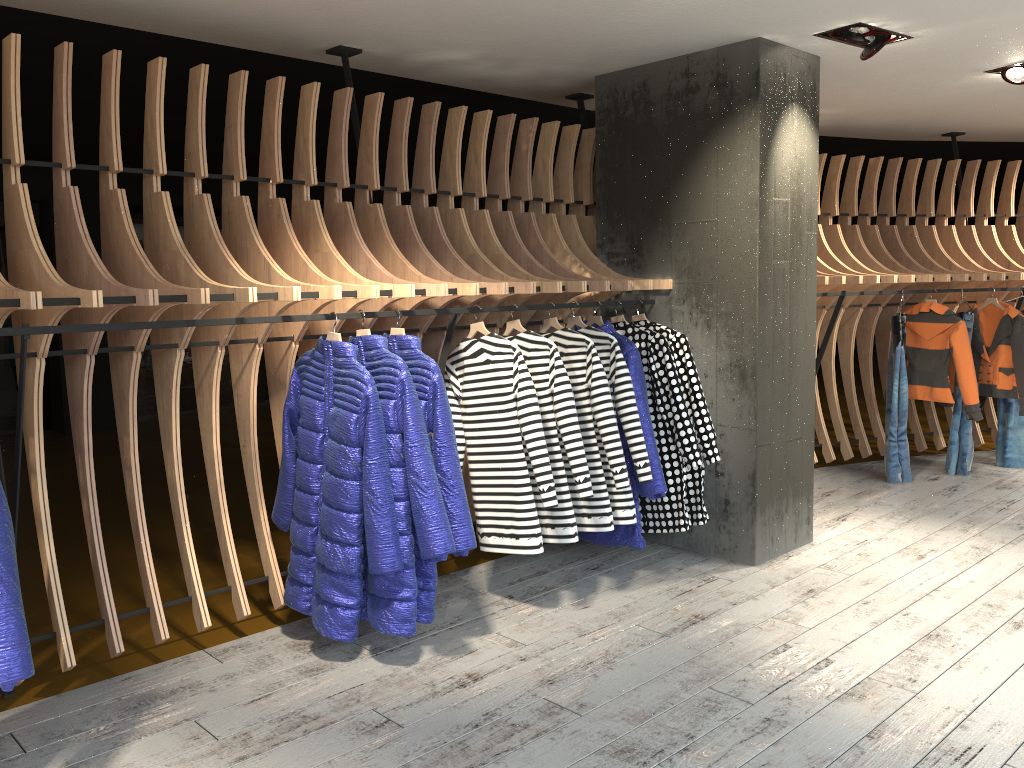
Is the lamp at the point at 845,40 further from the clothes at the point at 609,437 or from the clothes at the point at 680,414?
the clothes at the point at 609,437

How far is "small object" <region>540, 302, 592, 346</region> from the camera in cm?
449

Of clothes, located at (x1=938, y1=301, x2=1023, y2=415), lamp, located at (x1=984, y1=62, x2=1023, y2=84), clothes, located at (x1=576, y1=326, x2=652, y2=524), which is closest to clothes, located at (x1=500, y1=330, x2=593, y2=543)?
clothes, located at (x1=576, y1=326, x2=652, y2=524)

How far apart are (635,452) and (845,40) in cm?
229

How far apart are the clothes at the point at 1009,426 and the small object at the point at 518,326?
4.8 meters

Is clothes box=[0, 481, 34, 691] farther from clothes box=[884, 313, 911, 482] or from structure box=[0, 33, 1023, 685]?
clothes box=[884, 313, 911, 482]

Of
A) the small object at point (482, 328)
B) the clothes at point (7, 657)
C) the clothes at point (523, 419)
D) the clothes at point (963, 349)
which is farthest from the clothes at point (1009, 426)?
the clothes at point (7, 657)

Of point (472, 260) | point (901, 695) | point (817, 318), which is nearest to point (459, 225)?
point (472, 260)

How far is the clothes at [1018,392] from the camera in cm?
671

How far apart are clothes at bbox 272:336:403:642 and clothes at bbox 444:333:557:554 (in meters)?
0.70
